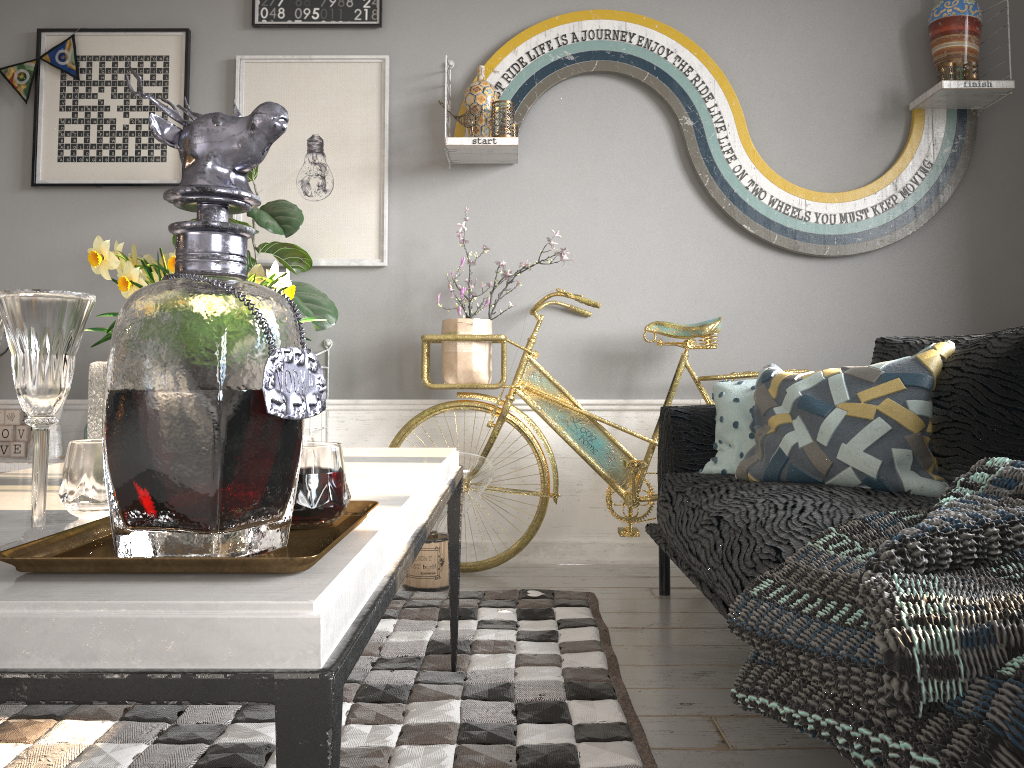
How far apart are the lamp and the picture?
0.9 meters

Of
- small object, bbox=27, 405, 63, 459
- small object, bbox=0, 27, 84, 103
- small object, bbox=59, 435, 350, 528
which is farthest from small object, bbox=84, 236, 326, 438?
small object, bbox=0, 27, 84, 103

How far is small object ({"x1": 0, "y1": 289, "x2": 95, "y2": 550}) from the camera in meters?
0.8

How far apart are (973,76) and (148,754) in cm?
319

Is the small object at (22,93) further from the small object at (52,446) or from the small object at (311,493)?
the small object at (311,493)

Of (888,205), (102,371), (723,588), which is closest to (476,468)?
(723,588)

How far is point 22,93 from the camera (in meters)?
3.28

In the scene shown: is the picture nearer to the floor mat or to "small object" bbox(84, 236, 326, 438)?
the floor mat

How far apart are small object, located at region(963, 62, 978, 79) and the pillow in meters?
1.4

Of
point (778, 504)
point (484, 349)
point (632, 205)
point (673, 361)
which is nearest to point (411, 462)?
point (778, 504)
